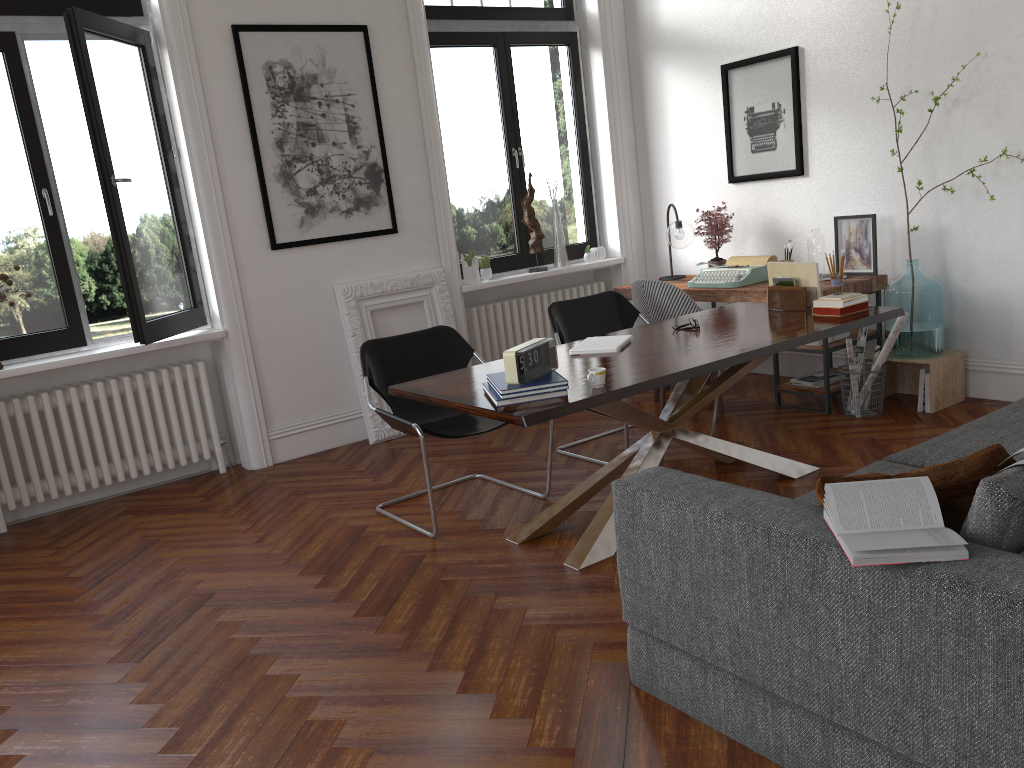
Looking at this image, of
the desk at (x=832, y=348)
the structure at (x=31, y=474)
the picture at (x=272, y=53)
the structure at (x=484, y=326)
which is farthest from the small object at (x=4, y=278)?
the desk at (x=832, y=348)

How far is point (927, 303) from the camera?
5.0m

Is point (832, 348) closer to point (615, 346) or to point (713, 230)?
point (713, 230)

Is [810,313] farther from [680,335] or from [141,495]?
[141,495]

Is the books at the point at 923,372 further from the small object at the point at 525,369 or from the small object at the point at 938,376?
the small object at the point at 525,369

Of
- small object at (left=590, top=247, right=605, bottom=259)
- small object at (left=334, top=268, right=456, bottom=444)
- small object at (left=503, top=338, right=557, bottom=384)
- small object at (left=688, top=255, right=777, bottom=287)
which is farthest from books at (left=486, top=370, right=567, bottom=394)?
small object at (left=590, top=247, right=605, bottom=259)

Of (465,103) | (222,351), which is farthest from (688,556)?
(465,103)

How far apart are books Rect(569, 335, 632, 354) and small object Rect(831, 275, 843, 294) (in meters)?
1.05

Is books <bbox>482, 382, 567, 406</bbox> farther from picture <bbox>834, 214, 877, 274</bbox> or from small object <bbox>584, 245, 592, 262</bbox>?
small object <bbox>584, 245, 592, 262</bbox>

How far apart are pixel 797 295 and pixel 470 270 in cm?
265
